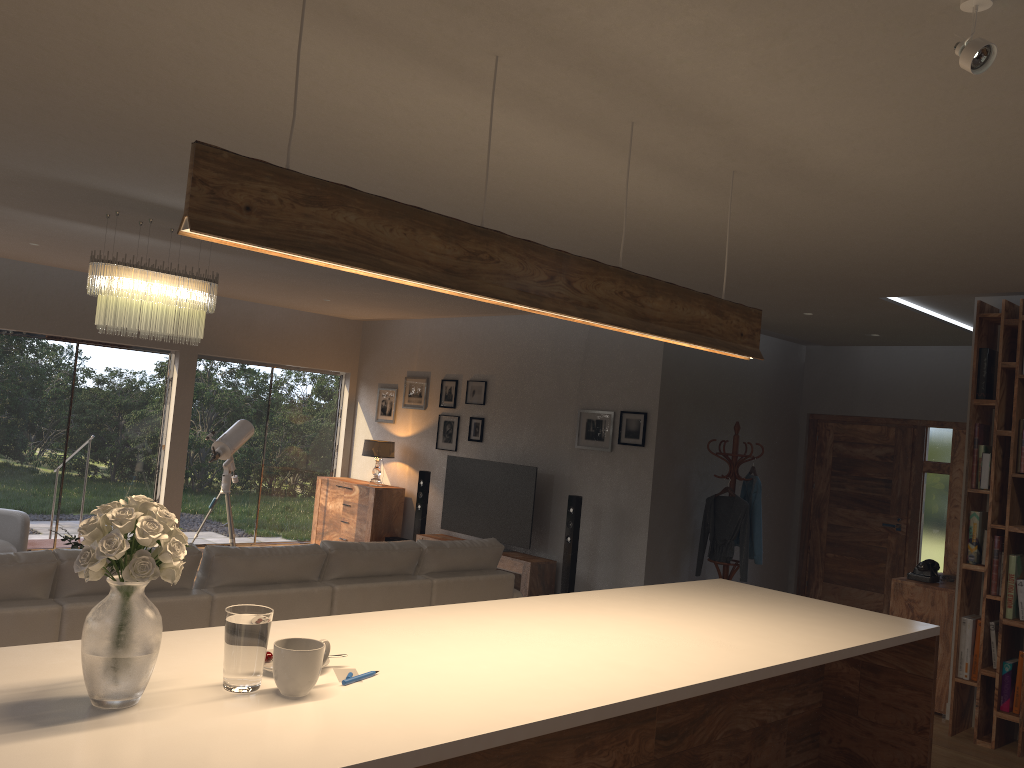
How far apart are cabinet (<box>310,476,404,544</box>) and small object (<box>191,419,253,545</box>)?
1.5 meters

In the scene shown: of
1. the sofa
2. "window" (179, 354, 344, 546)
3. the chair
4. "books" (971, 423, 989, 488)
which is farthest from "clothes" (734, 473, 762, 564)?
the chair

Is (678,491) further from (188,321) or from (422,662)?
(422,662)

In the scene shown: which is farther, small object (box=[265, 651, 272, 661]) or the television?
the television

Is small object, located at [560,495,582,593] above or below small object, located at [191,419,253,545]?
below

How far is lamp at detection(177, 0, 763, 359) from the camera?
2.0 meters

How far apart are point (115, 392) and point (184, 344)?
0.86m

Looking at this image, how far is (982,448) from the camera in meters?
5.5 m

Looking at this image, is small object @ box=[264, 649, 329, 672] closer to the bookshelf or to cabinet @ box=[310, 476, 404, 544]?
the bookshelf

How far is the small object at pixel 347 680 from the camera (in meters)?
2.22
